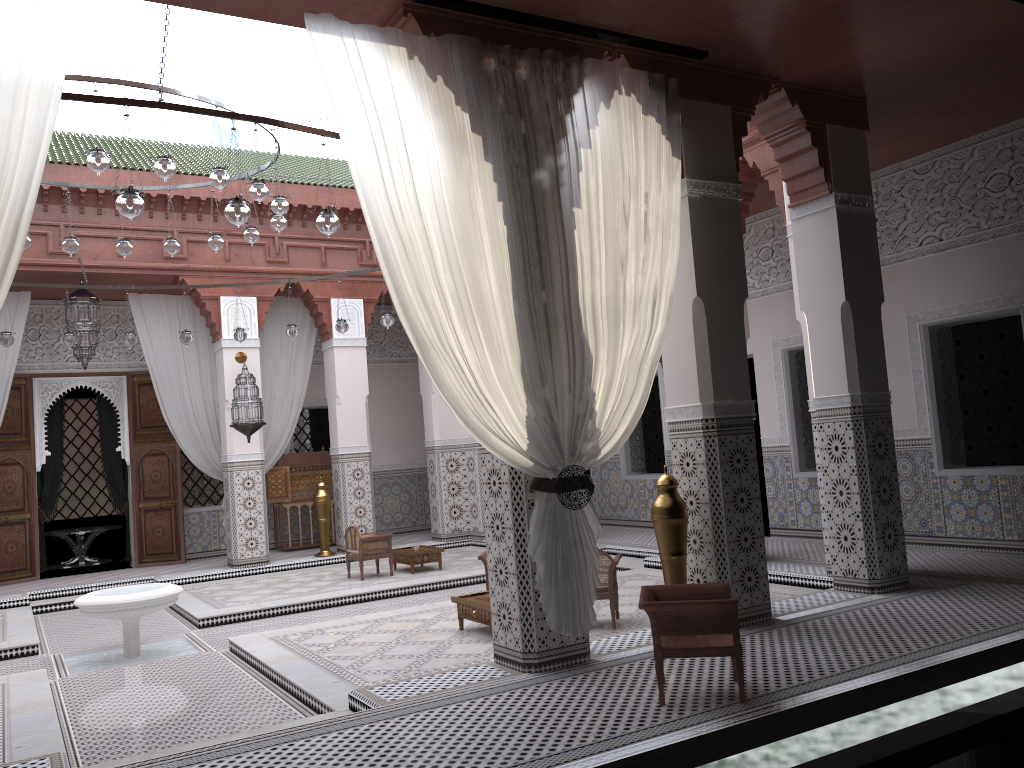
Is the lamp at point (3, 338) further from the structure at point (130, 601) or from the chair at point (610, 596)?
the chair at point (610, 596)

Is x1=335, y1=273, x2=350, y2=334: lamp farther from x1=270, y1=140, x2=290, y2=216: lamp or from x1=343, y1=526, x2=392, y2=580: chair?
x1=270, y1=140, x2=290, y2=216: lamp

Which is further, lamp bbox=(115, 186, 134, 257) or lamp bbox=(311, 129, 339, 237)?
lamp bbox=(115, 186, 134, 257)

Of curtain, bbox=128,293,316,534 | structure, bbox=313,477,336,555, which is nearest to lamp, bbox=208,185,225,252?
curtain, bbox=128,293,316,534

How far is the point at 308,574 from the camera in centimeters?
560cm

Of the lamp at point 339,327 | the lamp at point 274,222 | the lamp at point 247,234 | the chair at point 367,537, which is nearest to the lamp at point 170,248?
the lamp at point 247,234

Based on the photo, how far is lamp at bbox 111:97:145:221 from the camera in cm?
255

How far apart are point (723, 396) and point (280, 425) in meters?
4.0

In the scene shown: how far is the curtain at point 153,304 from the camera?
5.9m

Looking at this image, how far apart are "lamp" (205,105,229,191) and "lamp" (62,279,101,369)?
2.4m
